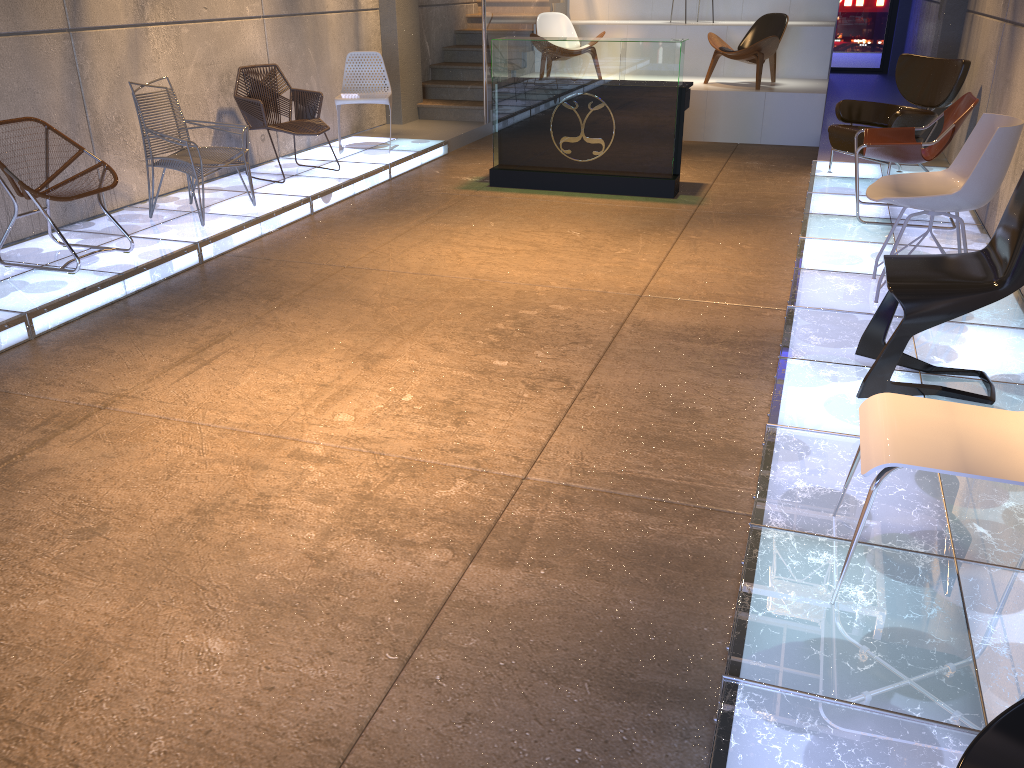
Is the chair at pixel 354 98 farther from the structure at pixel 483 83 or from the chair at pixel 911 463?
the chair at pixel 911 463

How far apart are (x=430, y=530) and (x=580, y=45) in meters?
5.4 m

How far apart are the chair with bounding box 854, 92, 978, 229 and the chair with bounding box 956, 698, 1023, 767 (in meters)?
5.17

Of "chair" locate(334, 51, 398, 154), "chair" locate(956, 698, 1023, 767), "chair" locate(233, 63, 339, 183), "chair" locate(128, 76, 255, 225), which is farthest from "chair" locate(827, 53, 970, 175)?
"chair" locate(956, 698, 1023, 767)

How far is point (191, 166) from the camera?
5.9 meters

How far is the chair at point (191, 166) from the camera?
5.91m

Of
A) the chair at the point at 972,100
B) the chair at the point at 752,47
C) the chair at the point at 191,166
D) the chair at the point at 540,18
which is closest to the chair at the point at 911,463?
the chair at the point at 972,100

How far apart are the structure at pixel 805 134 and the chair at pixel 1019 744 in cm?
917

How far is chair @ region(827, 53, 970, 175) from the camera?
6.8 meters

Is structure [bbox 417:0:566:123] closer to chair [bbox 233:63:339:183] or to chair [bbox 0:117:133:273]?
chair [bbox 233:63:339:183]
